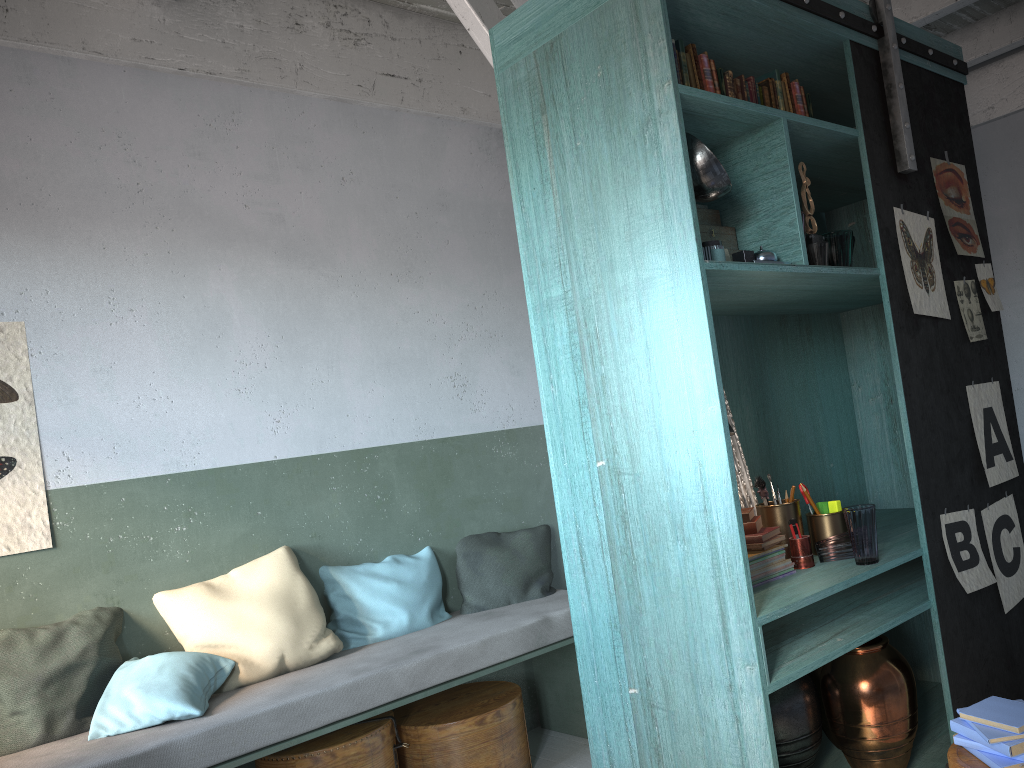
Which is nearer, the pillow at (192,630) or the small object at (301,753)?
the small object at (301,753)

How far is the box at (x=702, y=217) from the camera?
3.21m

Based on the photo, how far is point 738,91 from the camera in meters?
3.2 m

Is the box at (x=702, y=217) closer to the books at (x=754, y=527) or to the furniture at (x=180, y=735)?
the books at (x=754, y=527)

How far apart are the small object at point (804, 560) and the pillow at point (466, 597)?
2.1 meters

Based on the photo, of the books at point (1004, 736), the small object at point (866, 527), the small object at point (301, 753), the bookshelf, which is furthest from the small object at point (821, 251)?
the small object at point (301, 753)

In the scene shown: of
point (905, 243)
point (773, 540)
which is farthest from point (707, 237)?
point (773, 540)

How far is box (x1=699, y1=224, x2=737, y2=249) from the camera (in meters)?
3.16

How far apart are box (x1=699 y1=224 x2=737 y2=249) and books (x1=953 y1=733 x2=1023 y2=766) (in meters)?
1.75

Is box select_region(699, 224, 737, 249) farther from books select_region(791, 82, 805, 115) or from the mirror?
the mirror
